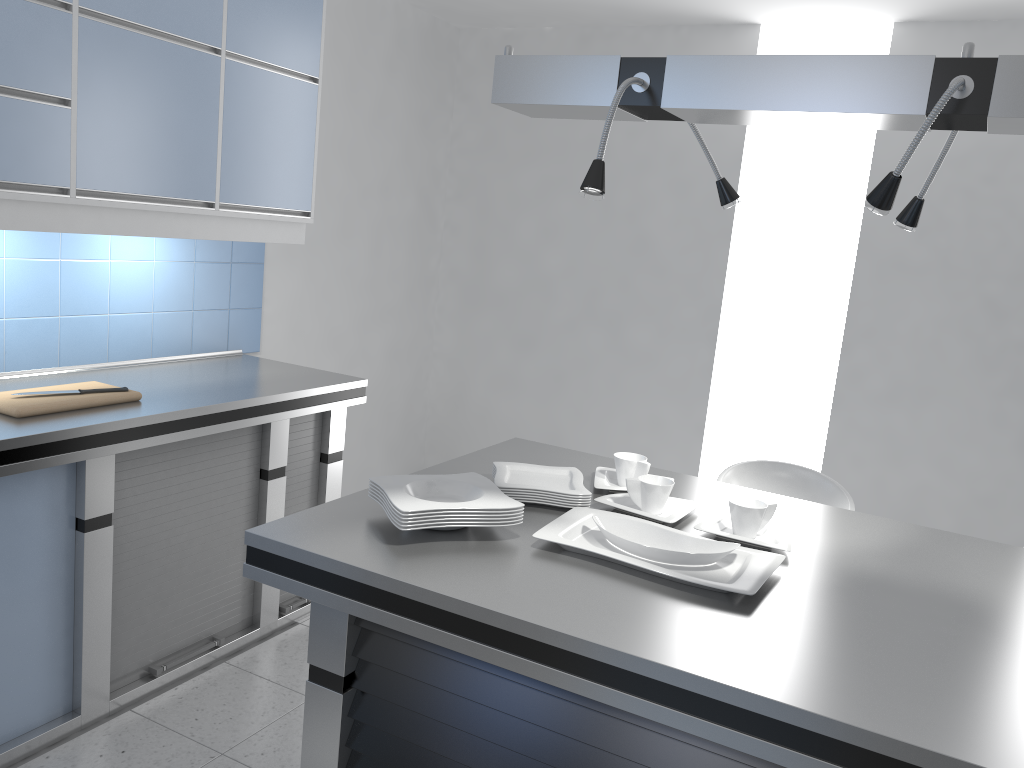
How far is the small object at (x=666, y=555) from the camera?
1.8m

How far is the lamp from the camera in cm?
156

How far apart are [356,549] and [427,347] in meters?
3.6 m

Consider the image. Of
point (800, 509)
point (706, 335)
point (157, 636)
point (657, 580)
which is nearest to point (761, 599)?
point (657, 580)

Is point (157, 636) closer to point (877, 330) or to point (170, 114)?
point (170, 114)

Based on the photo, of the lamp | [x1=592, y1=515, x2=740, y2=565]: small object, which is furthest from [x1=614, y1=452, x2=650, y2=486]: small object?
the lamp

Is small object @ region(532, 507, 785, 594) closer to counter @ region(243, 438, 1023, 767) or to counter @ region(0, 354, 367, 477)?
counter @ region(243, 438, 1023, 767)

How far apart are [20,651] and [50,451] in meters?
0.6

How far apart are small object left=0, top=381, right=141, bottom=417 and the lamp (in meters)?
1.58

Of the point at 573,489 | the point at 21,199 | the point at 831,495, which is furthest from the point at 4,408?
the point at 831,495
